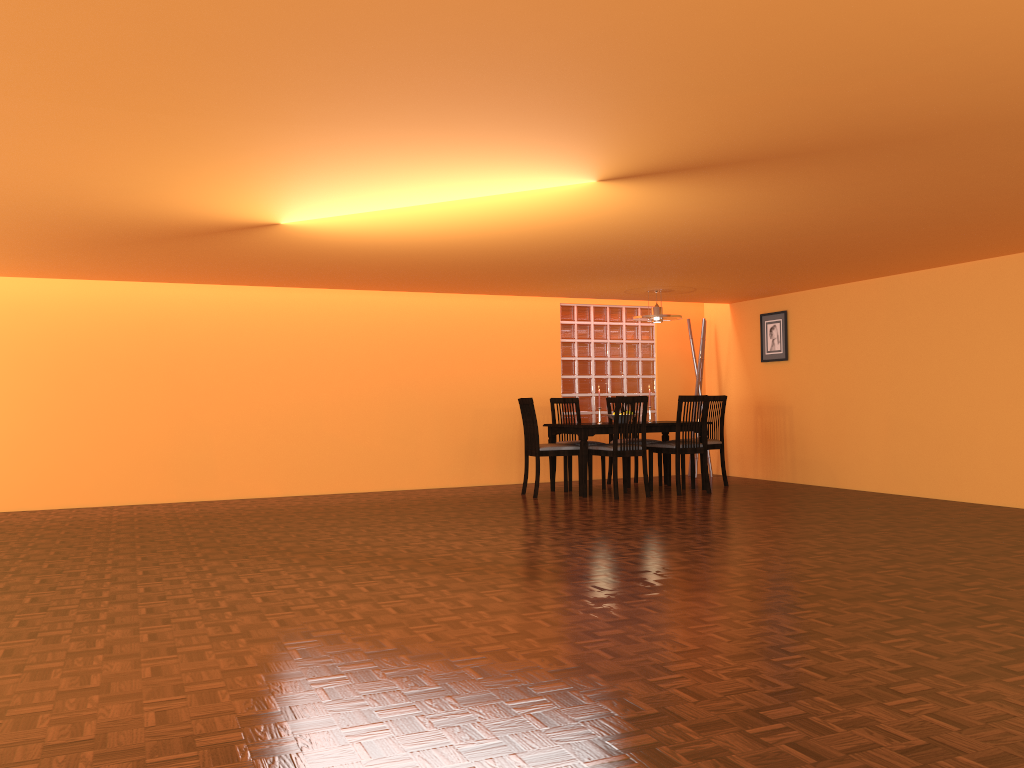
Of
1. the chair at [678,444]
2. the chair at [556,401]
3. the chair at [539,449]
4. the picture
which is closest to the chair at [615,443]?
the chair at [539,449]

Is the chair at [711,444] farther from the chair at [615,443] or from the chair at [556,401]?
the chair at [556,401]

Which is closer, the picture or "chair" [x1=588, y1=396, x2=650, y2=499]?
"chair" [x1=588, y1=396, x2=650, y2=499]

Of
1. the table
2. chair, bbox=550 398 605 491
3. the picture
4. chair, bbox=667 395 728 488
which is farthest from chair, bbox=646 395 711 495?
the picture

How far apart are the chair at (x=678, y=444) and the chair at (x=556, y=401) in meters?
0.9

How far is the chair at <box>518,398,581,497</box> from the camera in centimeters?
710cm

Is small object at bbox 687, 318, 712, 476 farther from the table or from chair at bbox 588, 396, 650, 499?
chair at bbox 588, 396, 650, 499

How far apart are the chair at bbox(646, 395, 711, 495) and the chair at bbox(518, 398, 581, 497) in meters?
0.7 m

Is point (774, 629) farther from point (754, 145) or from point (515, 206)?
point (515, 206)

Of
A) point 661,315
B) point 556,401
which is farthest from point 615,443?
point 661,315
